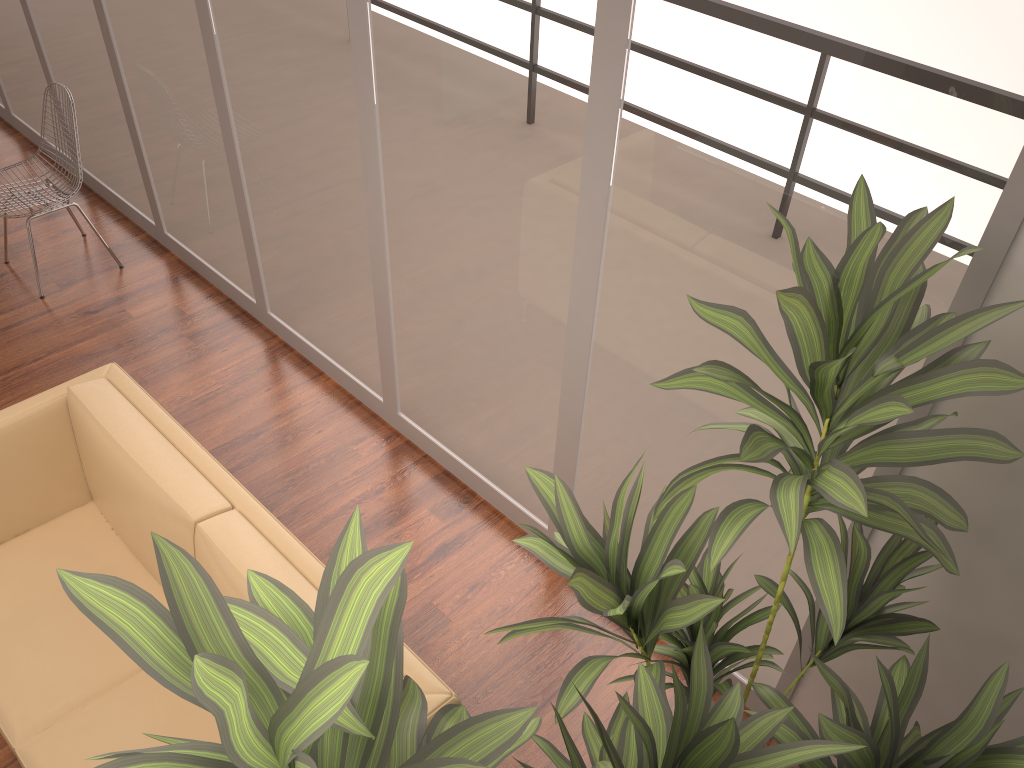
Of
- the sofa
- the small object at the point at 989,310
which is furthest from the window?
the sofa

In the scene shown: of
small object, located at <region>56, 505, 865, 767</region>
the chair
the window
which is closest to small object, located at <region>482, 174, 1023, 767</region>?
small object, located at <region>56, 505, 865, 767</region>

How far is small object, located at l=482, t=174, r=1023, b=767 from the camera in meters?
1.4 m

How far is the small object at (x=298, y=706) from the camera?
0.8 meters

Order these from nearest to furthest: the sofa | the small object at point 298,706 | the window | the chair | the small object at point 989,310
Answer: the small object at point 298,706, the small object at point 989,310, the window, the sofa, the chair

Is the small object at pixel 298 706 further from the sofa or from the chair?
the chair

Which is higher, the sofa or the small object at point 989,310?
the small object at point 989,310

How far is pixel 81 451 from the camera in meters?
2.9

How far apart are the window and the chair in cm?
24

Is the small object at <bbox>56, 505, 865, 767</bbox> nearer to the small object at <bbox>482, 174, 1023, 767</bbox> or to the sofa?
the small object at <bbox>482, 174, 1023, 767</bbox>
